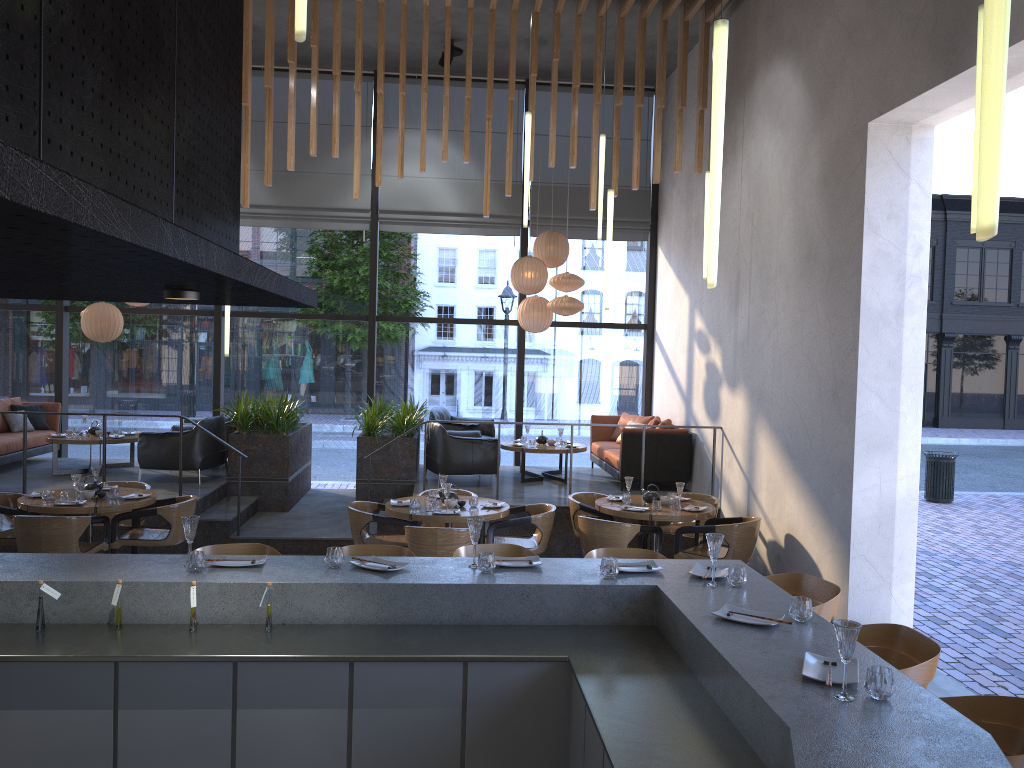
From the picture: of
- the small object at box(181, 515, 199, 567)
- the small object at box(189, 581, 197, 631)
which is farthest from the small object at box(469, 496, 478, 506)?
the small object at box(189, 581, 197, 631)

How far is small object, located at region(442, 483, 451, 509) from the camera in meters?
7.5 m

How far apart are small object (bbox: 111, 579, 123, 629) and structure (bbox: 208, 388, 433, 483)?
6.6 meters

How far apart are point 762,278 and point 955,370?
25.82m

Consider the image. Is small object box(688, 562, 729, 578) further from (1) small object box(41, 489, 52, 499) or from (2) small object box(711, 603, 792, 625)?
(1) small object box(41, 489, 52, 499)

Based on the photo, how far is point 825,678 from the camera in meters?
2.8 m

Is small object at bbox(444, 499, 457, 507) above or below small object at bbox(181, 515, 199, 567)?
below

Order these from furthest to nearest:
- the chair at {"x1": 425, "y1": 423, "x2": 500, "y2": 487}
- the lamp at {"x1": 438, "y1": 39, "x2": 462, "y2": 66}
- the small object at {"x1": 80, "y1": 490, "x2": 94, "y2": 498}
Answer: the lamp at {"x1": 438, "y1": 39, "x2": 462, "y2": 66}
the chair at {"x1": 425, "y1": 423, "x2": 500, "y2": 487}
the small object at {"x1": 80, "y1": 490, "x2": 94, "y2": 498}

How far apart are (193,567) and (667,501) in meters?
5.1

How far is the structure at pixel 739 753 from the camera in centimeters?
268cm
